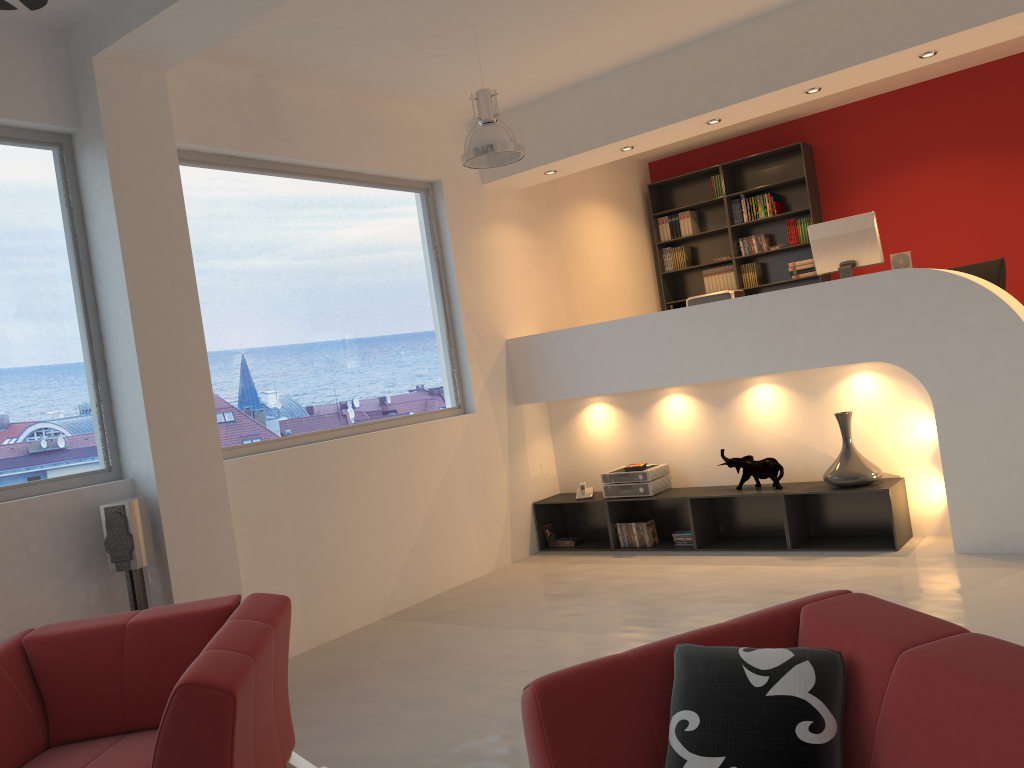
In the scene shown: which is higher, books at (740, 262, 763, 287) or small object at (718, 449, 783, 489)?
books at (740, 262, 763, 287)

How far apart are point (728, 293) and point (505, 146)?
2.3 meters

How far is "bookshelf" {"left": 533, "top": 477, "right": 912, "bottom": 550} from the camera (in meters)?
5.87

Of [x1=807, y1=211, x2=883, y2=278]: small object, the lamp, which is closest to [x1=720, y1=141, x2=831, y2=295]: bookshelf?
[x1=807, y1=211, x2=883, y2=278]: small object

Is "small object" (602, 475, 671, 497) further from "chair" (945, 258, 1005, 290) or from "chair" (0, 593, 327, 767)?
"chair" (0, 593, 327, 767)

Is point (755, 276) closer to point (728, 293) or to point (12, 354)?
point (728, 293)

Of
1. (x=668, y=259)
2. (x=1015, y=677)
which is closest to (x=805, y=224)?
(x=668, y=259)

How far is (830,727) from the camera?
1.9 meters

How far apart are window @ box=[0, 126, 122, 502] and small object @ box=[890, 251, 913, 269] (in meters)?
4.96

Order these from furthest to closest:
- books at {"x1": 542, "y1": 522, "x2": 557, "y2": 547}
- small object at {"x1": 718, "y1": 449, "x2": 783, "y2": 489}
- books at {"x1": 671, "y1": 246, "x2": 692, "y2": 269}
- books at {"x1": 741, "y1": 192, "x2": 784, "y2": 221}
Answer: books at {"x1": 671, "y1": 246, "x2": 692, "y2": 269}
books at {"x1": 741, "y1": 192, "x2": 784, "y2": 221}
books at {"x1": 542, "y1": 522, "x2": 557, "y2": 547}
small object at {"x1": 718, "y1": 449, "x2": 783, "y2": 489}
